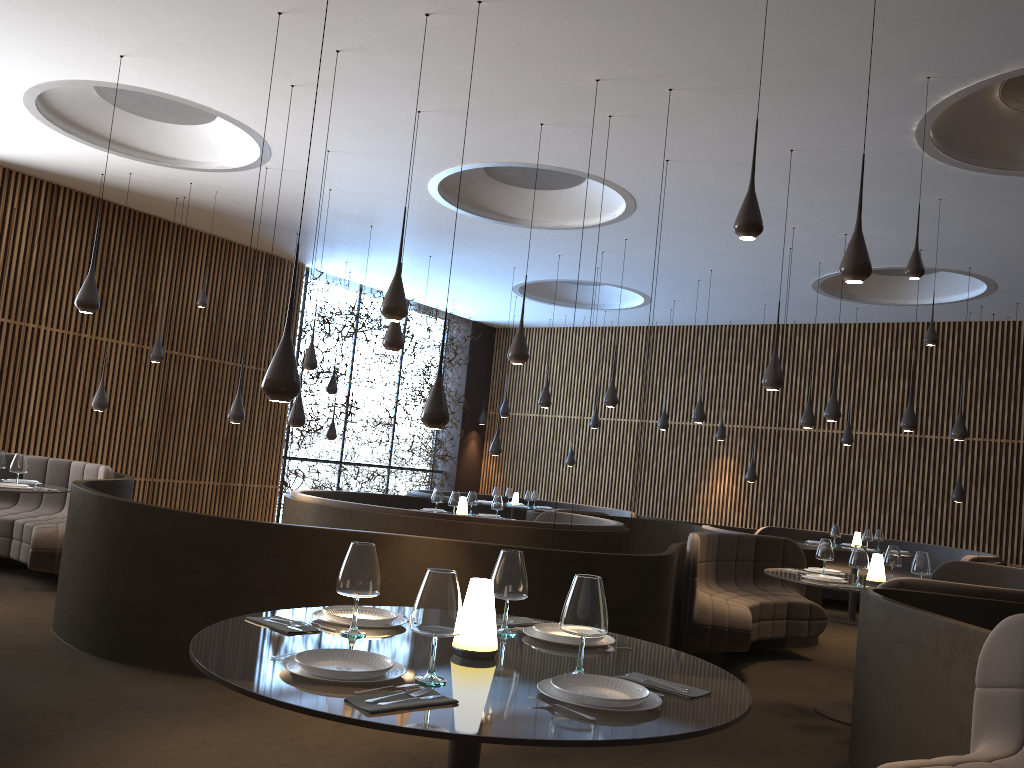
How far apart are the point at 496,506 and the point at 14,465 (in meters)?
4.90

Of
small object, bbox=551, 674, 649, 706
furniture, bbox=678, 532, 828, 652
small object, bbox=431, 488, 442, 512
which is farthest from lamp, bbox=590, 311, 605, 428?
small object, bbox=551, 674, 649, 706

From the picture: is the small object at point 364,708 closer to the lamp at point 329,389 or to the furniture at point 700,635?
the furniture at point 700,635

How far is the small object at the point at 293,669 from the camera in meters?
2.3

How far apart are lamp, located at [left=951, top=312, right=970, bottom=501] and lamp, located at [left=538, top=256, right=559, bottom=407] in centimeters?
645cm

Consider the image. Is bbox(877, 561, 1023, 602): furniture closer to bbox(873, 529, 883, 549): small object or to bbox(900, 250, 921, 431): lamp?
bbox(900, 250, 921, 431): lamp

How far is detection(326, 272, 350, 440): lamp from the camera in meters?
15.2

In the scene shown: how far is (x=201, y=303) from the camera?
11.2 meters

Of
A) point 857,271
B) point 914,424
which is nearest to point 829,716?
point 857,271

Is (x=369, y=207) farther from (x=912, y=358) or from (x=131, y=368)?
(x=912, y=358)
